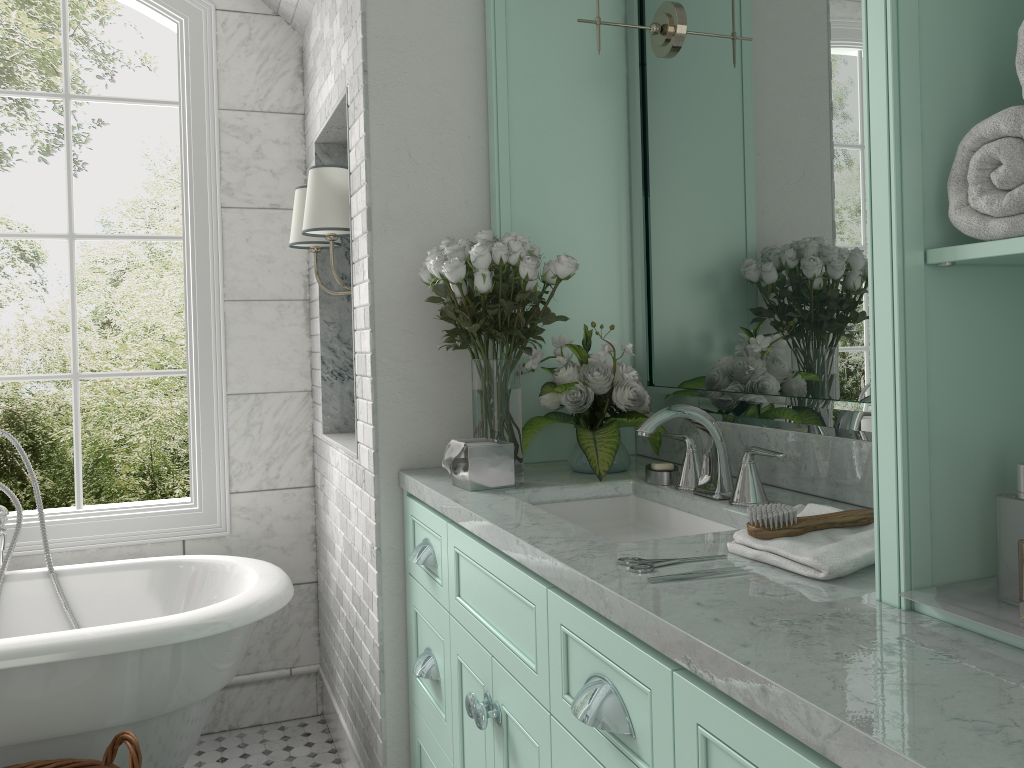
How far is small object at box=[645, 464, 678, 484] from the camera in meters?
2.1

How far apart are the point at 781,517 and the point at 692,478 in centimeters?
62cm

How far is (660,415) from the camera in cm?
189

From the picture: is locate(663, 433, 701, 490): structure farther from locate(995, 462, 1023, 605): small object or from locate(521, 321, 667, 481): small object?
locate(995, 462, 1023, 605): small object

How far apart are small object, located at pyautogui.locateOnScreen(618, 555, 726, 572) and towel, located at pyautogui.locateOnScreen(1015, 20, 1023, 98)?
0.80m

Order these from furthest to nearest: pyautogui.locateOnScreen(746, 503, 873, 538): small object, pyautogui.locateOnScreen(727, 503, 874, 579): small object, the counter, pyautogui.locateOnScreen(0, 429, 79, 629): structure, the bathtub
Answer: pyautogui.locateOnScreen(0, 429, 79, 629): structure < the bathtub < pyautogui.locateOnScreen(746, 503, 873, 538): small object < pyautogui.locateOnScreen(727, 503, 874, 579): small object < the counter

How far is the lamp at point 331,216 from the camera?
2.70m

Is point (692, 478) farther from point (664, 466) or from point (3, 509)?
point (3, 509)

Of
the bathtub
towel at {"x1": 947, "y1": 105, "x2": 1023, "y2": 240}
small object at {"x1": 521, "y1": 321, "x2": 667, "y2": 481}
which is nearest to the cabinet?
small object at {"x1": 521, "y1": 321, "x2": 667, "y2": 481}

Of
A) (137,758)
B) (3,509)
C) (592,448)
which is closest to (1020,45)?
(592,448)
